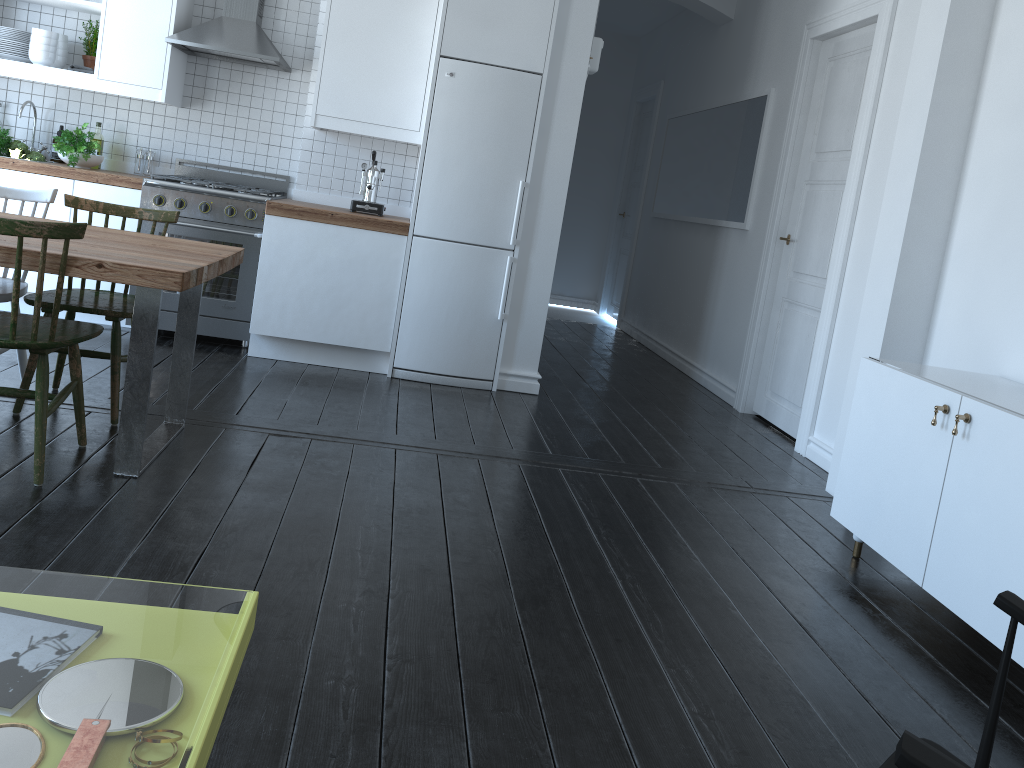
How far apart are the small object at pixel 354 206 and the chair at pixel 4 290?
1.8m

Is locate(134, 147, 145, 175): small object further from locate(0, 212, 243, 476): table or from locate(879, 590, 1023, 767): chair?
locate(879, 590, 1023, 767): chair

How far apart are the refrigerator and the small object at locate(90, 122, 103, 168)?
2.0 meters

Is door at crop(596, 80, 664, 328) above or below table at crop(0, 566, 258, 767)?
above

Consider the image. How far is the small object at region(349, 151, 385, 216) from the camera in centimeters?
503cm

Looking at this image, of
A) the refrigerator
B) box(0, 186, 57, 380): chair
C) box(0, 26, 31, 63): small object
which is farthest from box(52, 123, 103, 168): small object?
the refrigerator

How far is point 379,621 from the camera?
2.29m

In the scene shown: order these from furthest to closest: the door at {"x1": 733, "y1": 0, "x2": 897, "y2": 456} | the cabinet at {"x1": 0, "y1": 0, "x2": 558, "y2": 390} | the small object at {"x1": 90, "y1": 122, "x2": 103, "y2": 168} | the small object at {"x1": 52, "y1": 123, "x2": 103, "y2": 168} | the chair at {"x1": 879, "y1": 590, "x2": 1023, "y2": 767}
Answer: the small object at {"x1": 90, "y1": 122, "x2": 103, "y2": 168}, the small object at {"x1": 52, "y1": 123, "x2": 103, "y2": 168}, the cabinet at {"x1": 0, "y1": 0, "x2": 558, "y2": 390}, the door at {"x1": 733, "y1": 0, "x2": 897, "y2": 456}, the chair at {"x1": 879, "y1": 590, "x2": 1023, "y2": 767}

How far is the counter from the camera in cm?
474

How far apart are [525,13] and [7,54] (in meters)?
2.92
